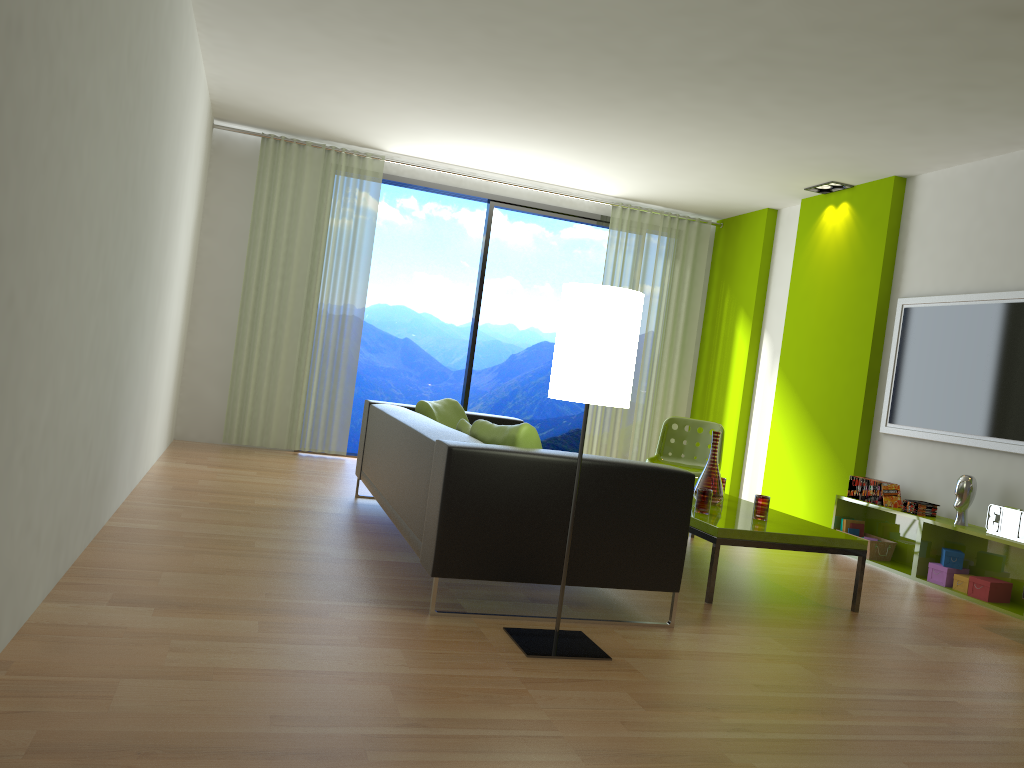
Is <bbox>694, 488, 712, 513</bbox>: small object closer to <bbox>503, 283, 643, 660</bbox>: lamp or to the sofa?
the sofa

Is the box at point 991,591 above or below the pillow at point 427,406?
below

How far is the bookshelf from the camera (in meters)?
4.94

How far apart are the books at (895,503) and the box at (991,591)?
0.86m

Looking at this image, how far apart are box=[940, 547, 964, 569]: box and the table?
1.2 meters

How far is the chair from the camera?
6.41m

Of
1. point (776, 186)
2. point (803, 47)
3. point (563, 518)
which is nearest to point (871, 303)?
point (776, 186)

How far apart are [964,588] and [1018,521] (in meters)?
0.51

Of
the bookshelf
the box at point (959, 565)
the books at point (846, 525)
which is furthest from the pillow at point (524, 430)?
the books at point (846, 525)

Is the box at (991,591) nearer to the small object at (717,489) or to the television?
the television
